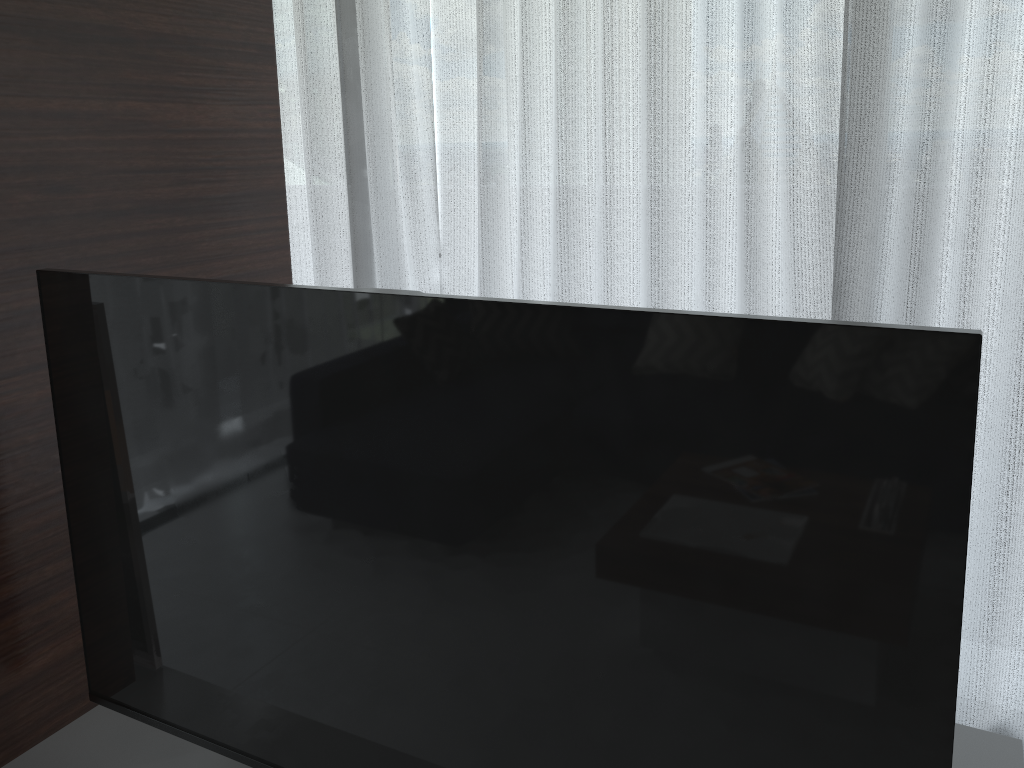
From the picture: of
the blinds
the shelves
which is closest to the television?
the shelves

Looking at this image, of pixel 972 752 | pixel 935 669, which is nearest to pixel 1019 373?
pixel 972 752

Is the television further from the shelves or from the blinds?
the blinds

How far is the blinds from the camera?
1.9m

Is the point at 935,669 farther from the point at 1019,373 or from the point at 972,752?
the point at 1019,373

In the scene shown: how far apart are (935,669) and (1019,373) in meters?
1.3 m

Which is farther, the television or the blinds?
the blinds

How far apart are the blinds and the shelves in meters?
0.6

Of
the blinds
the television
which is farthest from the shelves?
the blinds

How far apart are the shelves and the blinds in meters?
0.6 m
